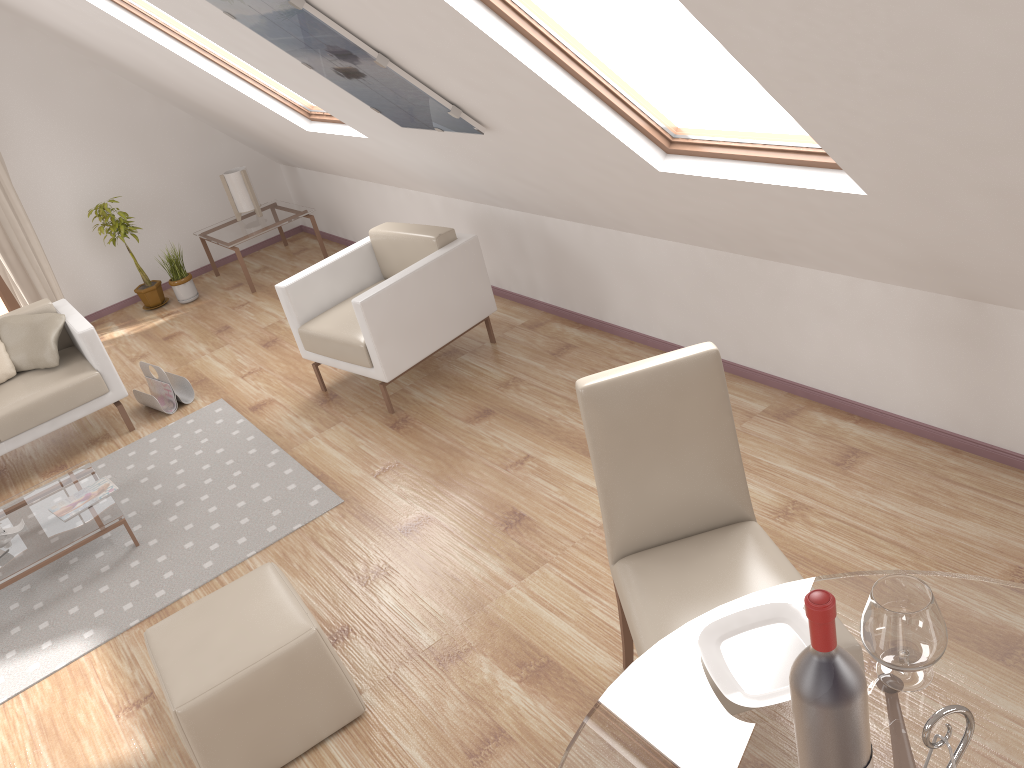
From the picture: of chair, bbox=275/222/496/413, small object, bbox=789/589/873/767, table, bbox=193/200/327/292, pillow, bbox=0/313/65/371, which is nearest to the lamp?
table, bbox=193/200/327/292

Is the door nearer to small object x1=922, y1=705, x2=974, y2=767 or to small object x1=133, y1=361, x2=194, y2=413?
small object x1=133, y1=361, x2=194, y2=413

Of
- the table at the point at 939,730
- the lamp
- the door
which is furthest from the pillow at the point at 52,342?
the table at the point at 939,730

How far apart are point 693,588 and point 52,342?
4.05m

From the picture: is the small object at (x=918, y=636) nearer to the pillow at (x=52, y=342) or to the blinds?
the pillow at (x=52, y=342)

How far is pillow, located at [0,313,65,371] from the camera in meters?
4.8 m

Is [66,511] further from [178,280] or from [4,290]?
[4,290]

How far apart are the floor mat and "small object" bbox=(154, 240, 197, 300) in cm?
201

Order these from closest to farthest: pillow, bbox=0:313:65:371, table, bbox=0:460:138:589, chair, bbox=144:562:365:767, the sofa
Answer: chair, bbox=144:562:365:767
table, bbox=0:460:138:589
the sofa
pillow, bbox=0:313:65:371

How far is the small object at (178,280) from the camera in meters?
6.6 m
